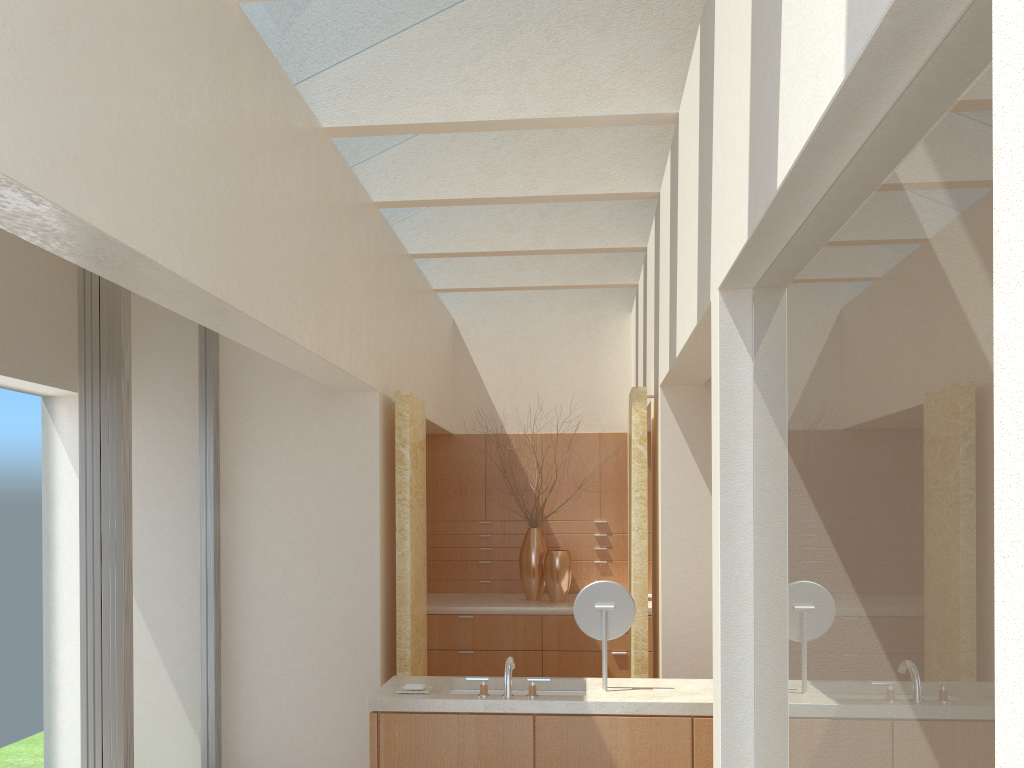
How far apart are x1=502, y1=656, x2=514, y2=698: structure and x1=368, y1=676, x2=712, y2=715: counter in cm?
7

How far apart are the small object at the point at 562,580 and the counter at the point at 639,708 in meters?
6.4

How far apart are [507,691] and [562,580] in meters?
7.4

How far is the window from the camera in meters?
9.2 m

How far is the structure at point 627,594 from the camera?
8.9 meters

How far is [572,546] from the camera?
17.73m

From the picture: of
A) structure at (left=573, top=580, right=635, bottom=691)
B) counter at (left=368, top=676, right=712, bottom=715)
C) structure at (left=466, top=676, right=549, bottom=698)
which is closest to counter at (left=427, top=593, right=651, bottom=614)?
counter at (left=368, top=676, right=712, bottom=715)

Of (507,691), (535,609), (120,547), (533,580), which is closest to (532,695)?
(507,691)

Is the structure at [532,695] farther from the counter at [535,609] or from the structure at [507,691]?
the counter at [535,609]

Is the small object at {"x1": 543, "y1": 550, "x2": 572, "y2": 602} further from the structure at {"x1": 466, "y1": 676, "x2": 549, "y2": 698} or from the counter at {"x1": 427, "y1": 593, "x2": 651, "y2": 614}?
the structure at {"x1": 466, "y1": 676, "x2": 549, "y2": 698}
